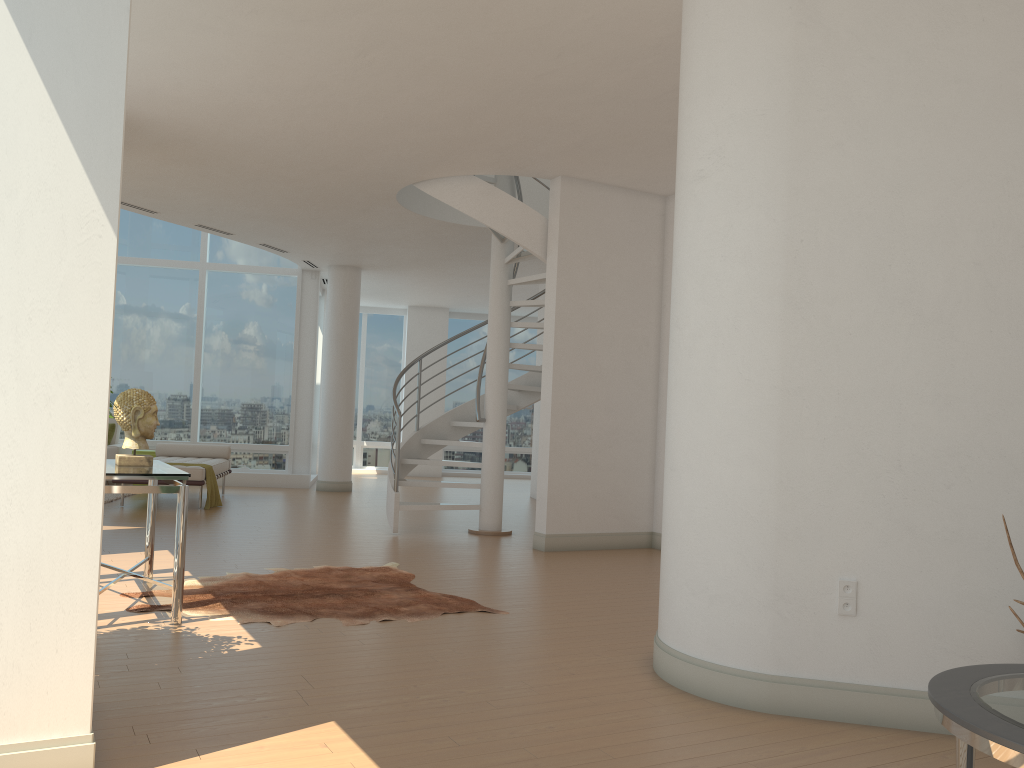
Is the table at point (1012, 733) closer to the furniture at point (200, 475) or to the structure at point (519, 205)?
the structure at point (519, 205)

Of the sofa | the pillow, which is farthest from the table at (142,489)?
the pillow

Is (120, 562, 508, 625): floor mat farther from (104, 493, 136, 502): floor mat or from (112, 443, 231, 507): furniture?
(104, 493, 136, 502): floor mat

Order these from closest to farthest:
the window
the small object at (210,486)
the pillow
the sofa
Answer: the small object at (210,486) → the sofa → the pillow → the window

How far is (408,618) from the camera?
5.0m

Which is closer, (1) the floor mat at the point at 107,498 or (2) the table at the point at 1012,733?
(2) the table at the point at 1012,733

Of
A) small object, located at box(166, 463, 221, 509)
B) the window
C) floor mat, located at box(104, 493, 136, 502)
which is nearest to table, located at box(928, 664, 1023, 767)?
small object, located at box(166, 463, 221, 509)

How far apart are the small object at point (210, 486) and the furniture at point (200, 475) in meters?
0.1 m

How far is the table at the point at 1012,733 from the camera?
1.9 meters

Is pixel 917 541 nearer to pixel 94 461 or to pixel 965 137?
pixel 965 137
